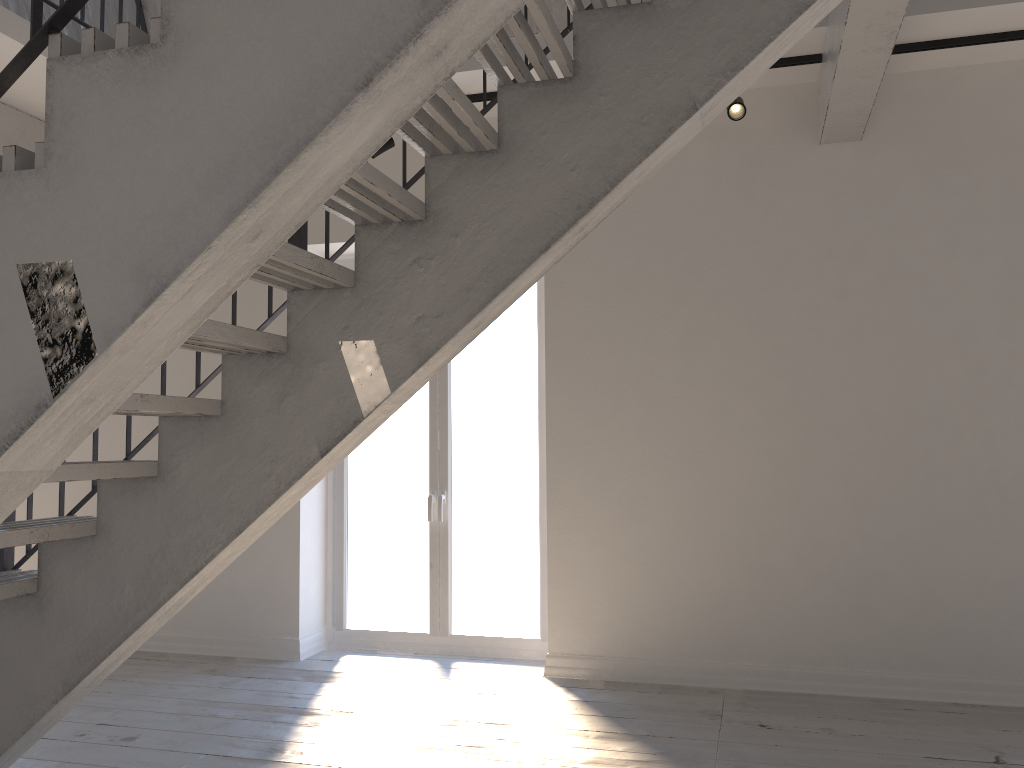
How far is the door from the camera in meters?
5.0 m

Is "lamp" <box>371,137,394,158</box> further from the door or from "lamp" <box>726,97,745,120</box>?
"lamp" <box>726,97,745,120</box>

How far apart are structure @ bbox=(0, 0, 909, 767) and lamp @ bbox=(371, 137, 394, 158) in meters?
1.4 m

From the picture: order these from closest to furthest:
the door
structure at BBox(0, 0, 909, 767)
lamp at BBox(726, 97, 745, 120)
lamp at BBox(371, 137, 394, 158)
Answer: structure at BBox(0, 0, 909, 767), lamp at BBox(726, 97, 745, 120), lamp at BBox(371, 137, 394, 158), the door

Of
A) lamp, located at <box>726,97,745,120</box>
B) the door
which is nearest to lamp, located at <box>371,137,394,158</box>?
the door

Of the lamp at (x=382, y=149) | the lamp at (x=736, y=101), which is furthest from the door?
the lamp at (x=736, y=101)

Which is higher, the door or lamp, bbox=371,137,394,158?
lamp, bbox=371,137,394,158

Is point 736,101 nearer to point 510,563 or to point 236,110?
point 510,563

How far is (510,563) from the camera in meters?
5.0

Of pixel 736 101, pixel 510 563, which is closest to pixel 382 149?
pixel 736 101
